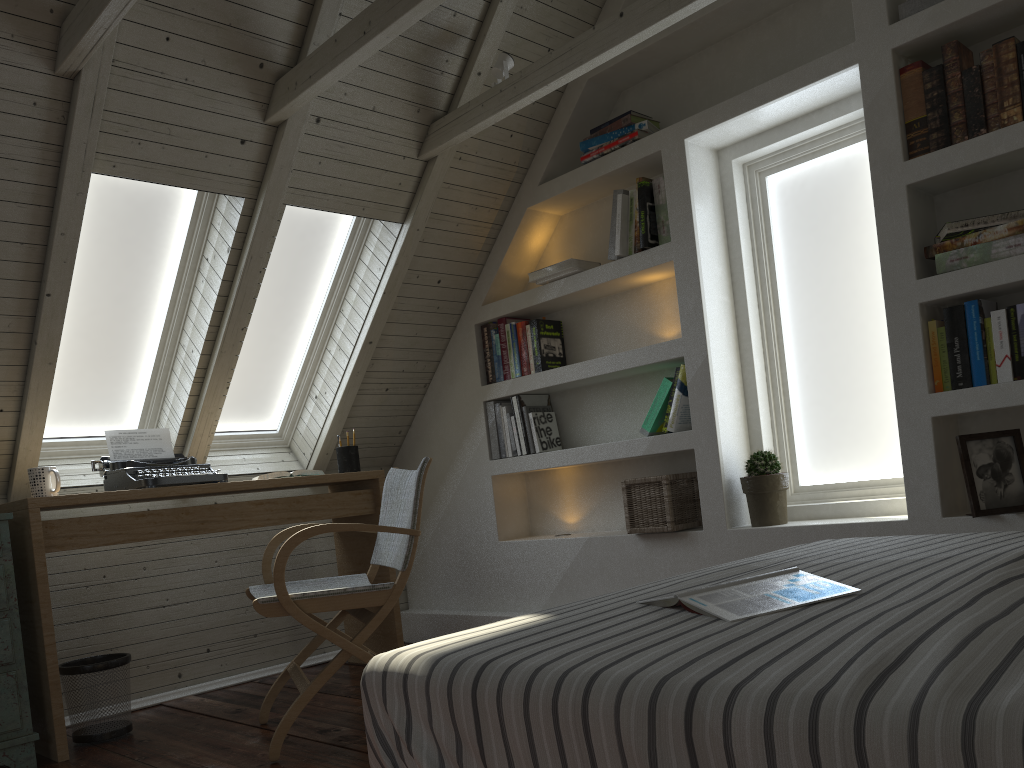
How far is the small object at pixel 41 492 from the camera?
2.78m

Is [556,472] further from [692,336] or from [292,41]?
[292,41]

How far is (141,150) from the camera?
2.6m

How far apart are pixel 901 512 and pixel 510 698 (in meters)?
2.10

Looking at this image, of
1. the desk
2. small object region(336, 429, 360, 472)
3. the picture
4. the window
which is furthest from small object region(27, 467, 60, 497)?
the picture

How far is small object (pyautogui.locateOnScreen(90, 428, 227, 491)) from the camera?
3.0 meters

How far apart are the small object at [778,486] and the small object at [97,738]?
2.1m

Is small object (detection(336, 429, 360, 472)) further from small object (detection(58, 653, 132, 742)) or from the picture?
the picture

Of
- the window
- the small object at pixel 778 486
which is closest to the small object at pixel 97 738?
the window

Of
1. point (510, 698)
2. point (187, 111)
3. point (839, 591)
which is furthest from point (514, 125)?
point (510, 698)
